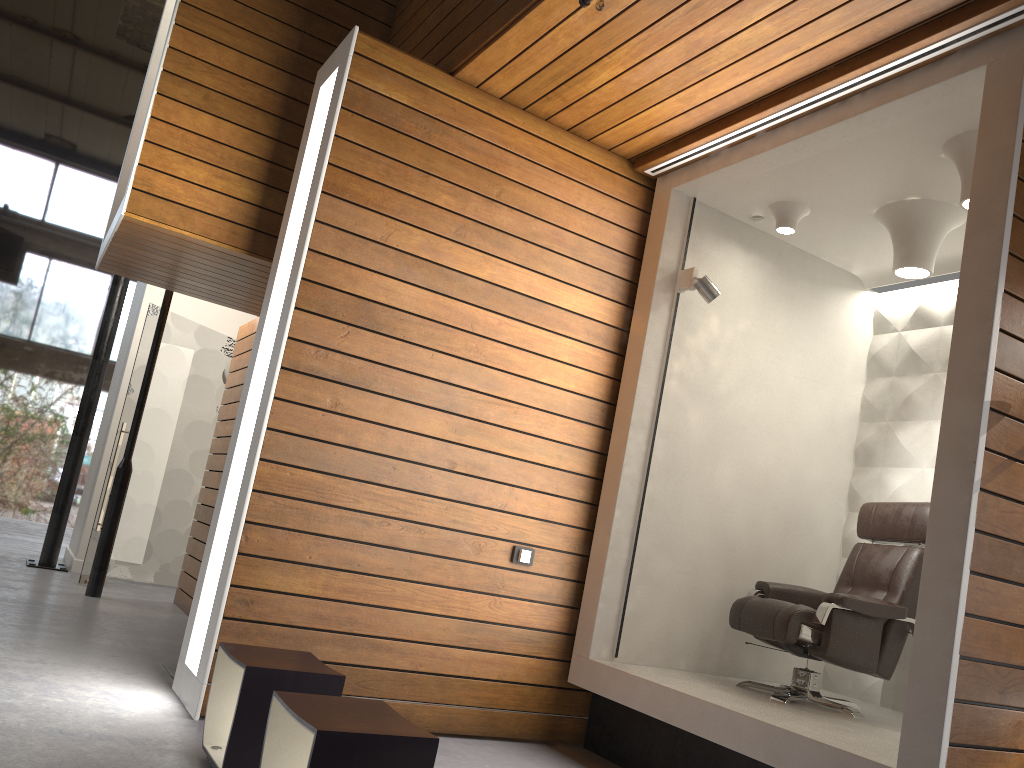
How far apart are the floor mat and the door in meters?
2.9

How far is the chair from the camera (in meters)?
3.97

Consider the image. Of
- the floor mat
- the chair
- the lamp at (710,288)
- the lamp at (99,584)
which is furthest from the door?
the chair

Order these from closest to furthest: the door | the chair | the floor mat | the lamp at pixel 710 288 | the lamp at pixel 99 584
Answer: the chair, the floor mat, the lamp at pixel 710 288, the lamp at pixel 99 584, the door

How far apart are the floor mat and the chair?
2.8 meters

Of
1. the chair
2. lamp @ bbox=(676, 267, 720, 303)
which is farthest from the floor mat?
lamp @ bbox=(676, 267, 720, 303)

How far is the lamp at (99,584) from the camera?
6.4m

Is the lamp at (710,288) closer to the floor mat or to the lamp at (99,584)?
the floor mat

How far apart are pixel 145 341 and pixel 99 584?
2.0 meters

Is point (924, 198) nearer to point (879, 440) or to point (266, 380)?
point (879, 440)
